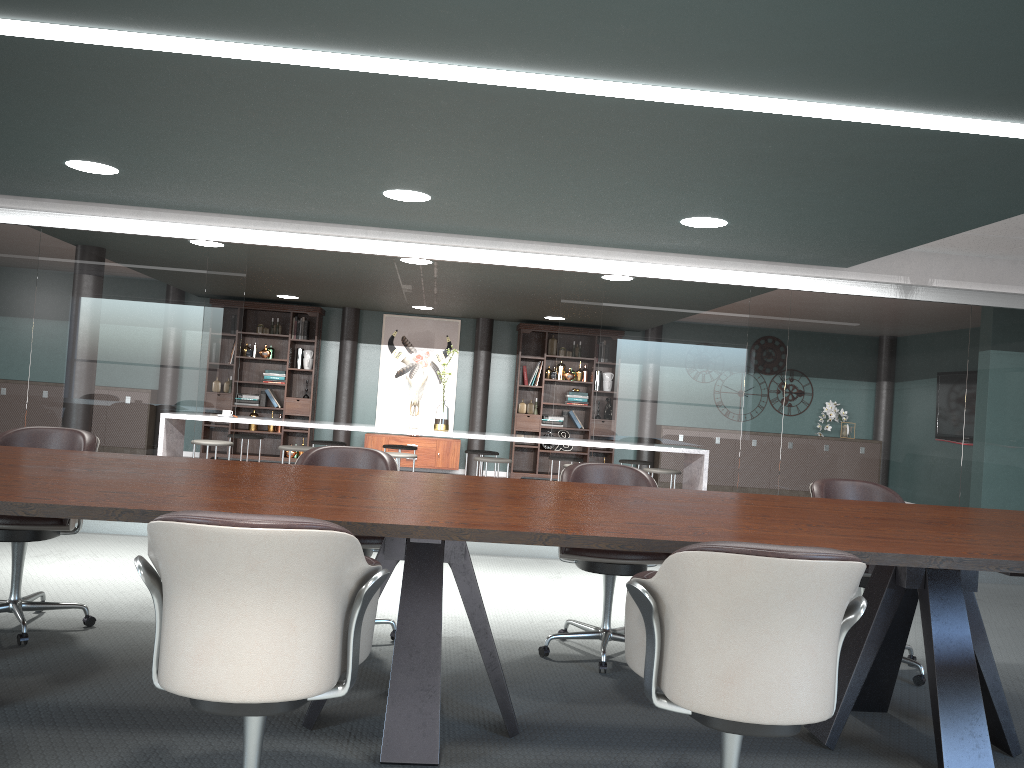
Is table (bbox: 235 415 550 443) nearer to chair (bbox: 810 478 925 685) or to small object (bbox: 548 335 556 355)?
chair (bbox: 810 478 925 685)

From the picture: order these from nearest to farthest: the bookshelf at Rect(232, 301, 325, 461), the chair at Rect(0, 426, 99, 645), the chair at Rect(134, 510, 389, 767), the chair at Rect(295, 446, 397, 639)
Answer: the chair at Rect(134, 510, 389, 767) → the chair at Rect(0, 426, 99, 645) → the chair at Rect(295, 446, 397, 639) → the bookshelf at Rect(232, 301, 325, 461)

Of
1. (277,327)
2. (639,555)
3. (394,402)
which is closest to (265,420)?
(277,327)

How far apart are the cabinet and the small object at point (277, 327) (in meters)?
1.73

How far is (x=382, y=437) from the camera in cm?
1113

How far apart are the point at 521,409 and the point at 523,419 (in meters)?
0.16

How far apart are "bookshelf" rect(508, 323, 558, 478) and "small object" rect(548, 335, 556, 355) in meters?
0.1

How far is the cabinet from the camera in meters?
11.1 m

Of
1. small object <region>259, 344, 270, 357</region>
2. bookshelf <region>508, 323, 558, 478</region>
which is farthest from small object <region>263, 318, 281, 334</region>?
bookshelf <region>508, 323, 558, 478</region>

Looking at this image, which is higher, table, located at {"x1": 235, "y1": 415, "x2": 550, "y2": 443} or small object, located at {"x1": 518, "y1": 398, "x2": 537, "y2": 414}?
small object, located at {"x1": 518, "y1": 398, "x2": 537, "y2": 414}
